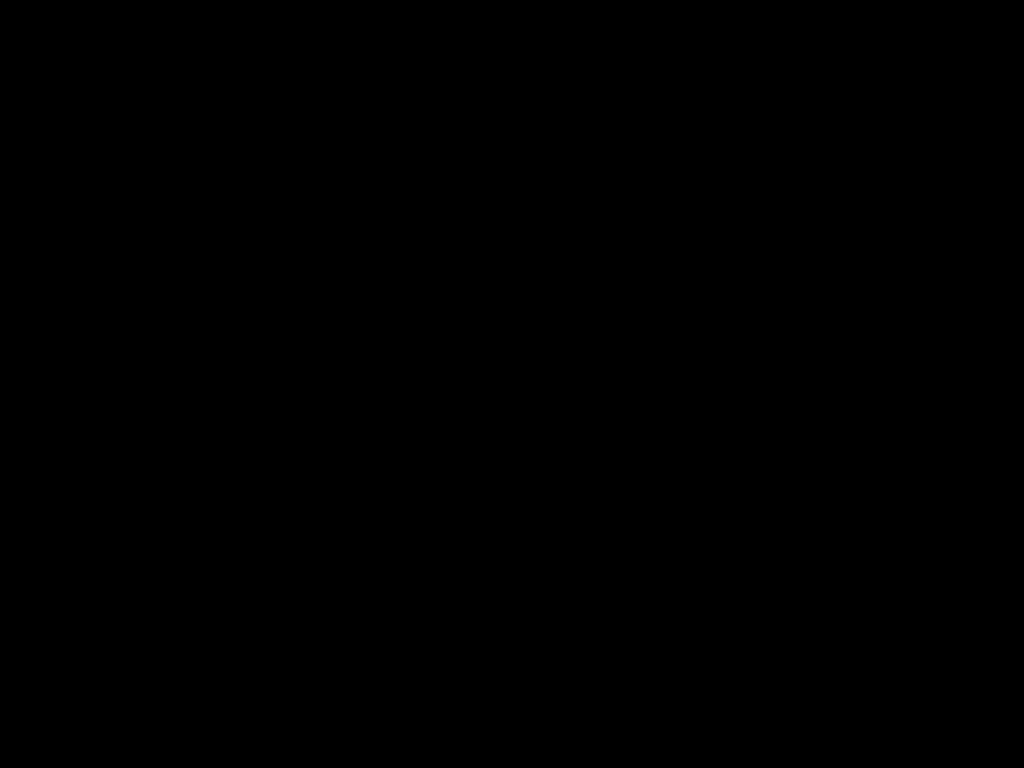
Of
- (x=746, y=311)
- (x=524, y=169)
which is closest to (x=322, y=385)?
(x=746, y=311)
